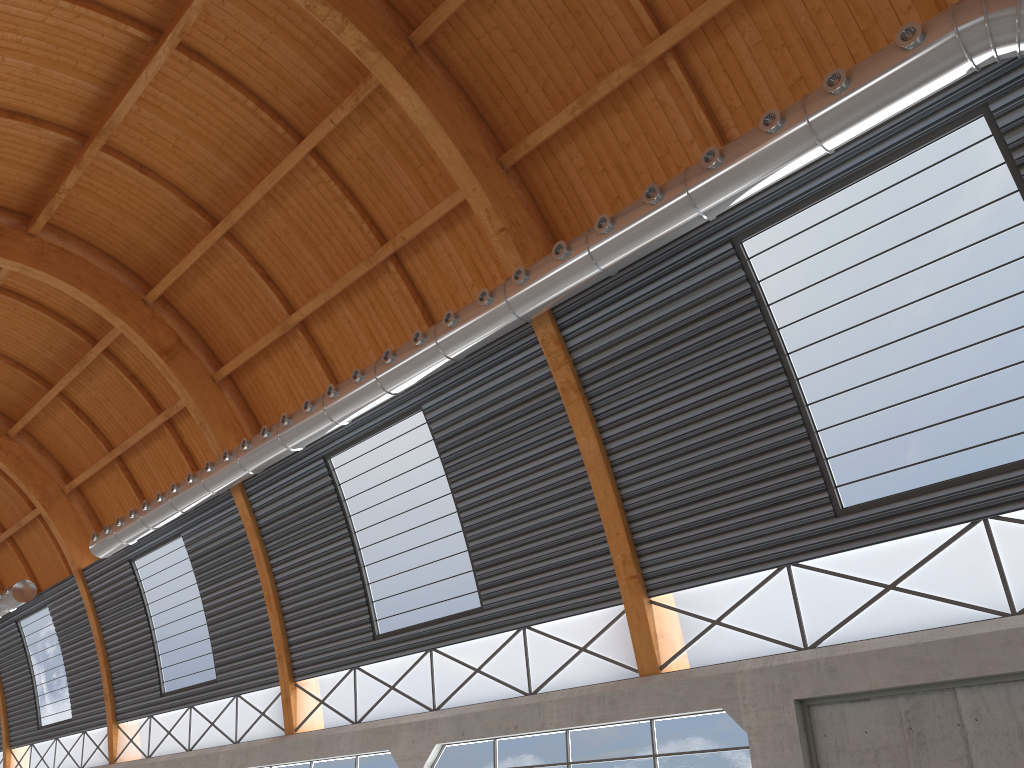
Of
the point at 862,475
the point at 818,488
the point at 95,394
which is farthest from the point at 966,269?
the point at 95,394

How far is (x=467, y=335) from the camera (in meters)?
23.37

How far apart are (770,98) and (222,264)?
20.5m
